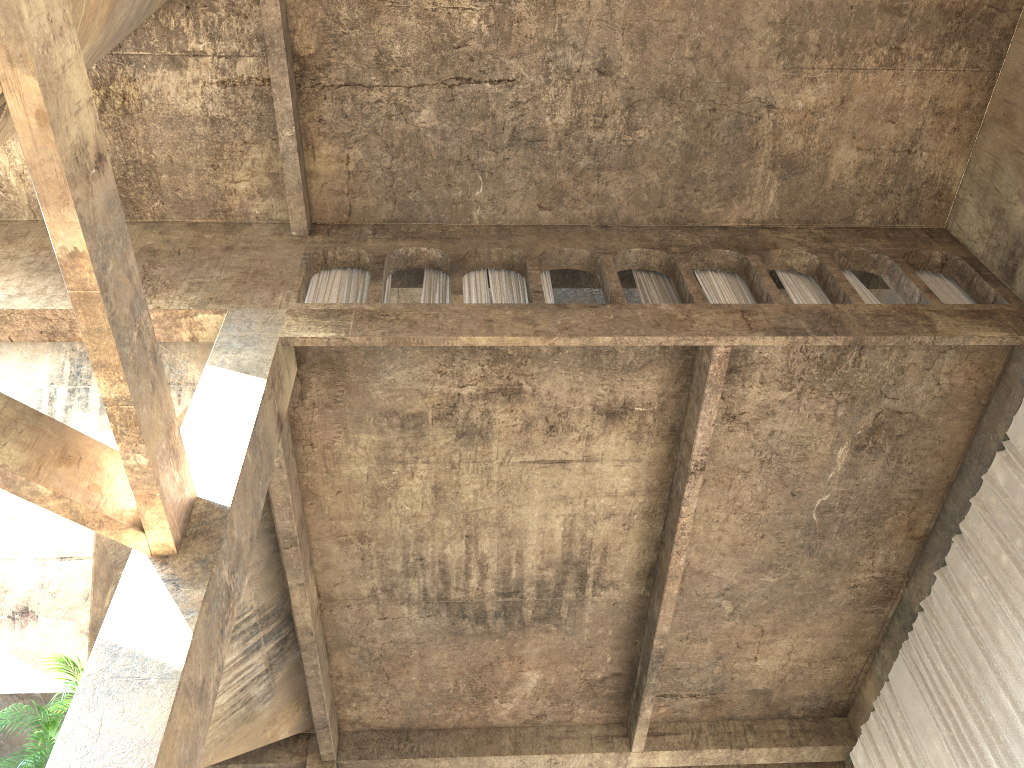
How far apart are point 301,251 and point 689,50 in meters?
5.1

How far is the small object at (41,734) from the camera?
5.9 meters

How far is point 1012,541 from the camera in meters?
9.5

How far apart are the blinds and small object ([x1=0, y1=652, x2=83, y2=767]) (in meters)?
9.02

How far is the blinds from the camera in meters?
9.5 m

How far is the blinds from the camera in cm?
954

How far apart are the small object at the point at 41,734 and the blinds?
9.0m

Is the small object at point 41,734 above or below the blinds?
below

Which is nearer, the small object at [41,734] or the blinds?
the small object at [41,734]
